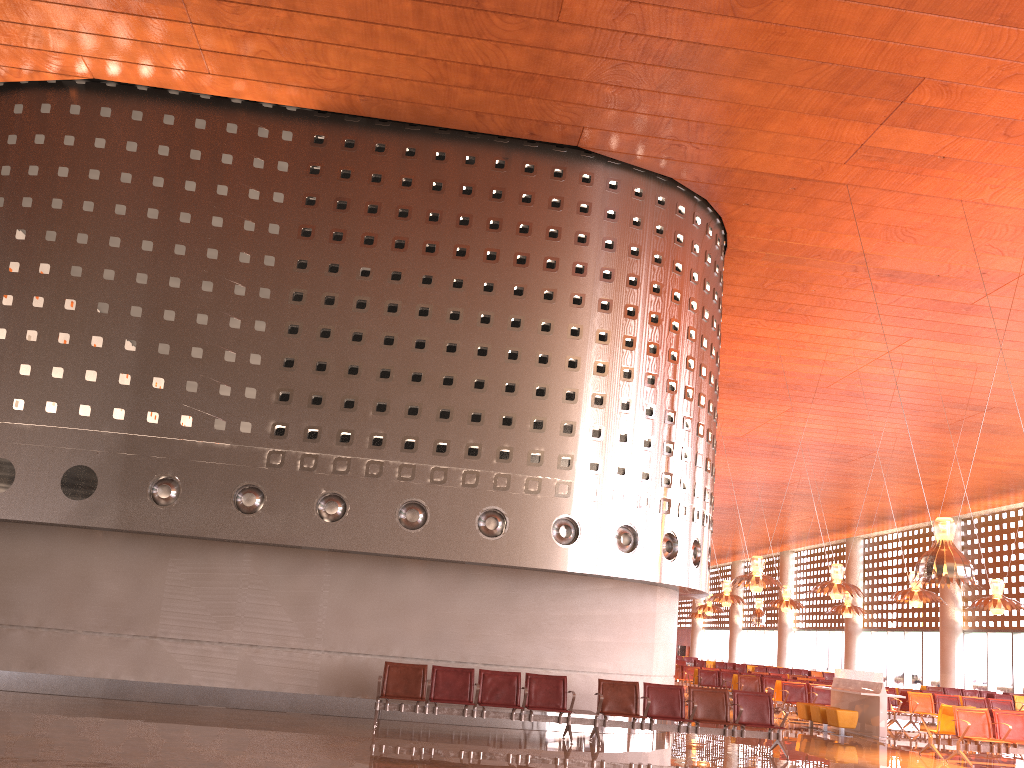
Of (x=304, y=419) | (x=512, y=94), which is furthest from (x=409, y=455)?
(x=512, y=94)

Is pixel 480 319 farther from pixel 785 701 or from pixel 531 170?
pixel 785 701
